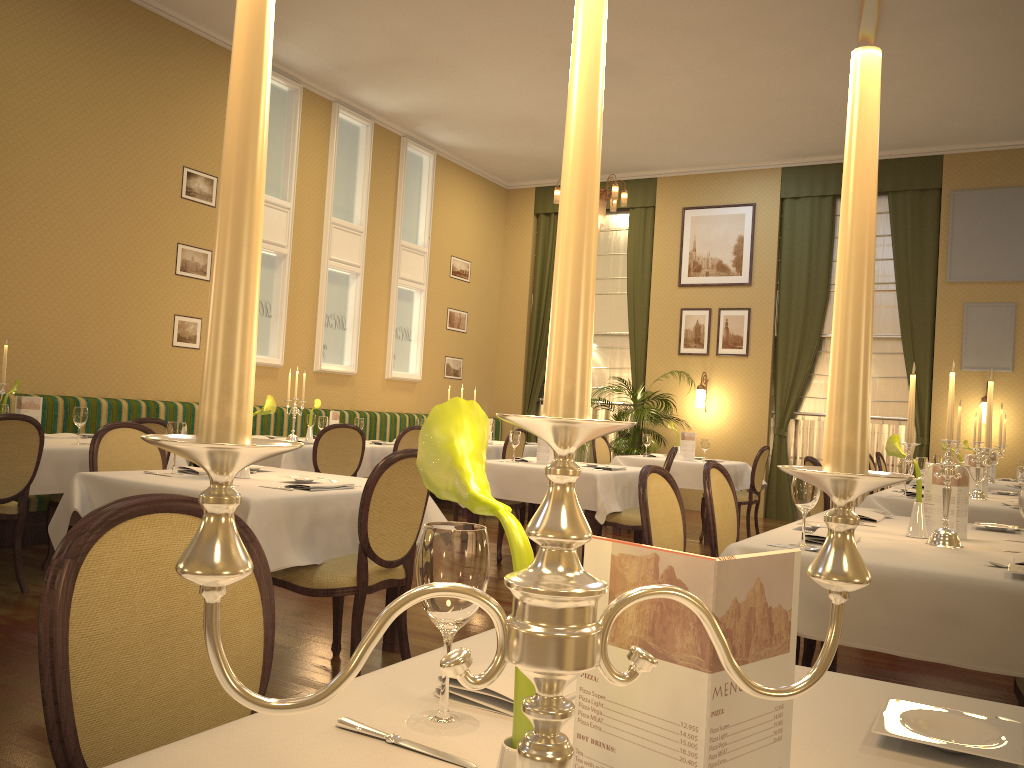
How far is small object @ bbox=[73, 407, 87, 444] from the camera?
5.4m

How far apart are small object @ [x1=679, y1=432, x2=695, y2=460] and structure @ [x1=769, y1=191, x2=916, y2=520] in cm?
296

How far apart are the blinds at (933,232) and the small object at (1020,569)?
8.43m

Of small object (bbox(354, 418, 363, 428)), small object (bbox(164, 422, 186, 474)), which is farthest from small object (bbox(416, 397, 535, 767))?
small object (bbox(354, 418, 363, 428))

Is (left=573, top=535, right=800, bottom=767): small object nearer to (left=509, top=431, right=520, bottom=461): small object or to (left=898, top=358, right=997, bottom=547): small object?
(left=898, top=358, right=997, bottom=547): small object

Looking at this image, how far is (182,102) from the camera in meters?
8.0

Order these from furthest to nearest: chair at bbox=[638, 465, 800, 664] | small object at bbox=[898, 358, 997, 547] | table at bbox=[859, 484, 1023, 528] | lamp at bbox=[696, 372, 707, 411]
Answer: lamp at bbox=[696, 372, 707, 411], table at bbox=[859, 484, 1023, 528], chair at bbox=[638, 465, 800, 664], small object at bbox=[898, 358, 997, 547]

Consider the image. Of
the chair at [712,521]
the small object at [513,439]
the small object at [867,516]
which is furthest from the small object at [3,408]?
the small object at [867,516]

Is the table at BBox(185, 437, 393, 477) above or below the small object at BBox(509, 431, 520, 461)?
below

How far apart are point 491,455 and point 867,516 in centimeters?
592cm
